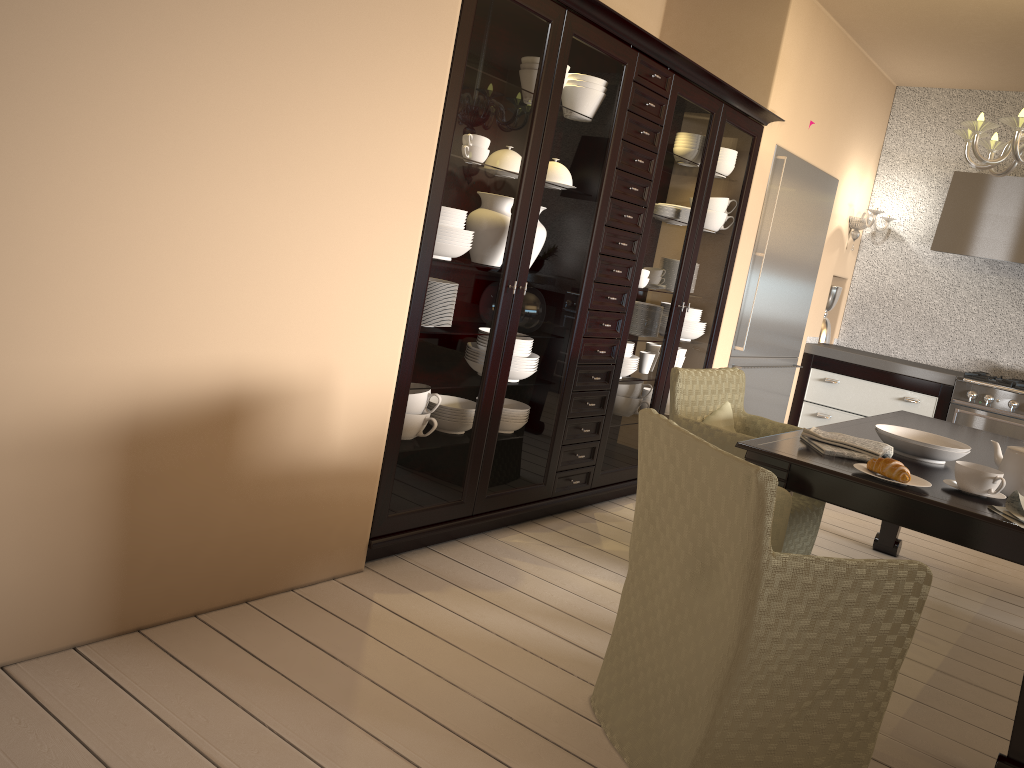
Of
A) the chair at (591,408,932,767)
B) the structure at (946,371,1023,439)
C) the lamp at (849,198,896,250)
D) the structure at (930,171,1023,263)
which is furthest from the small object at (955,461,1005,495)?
the lamp at (849,198,896,250)

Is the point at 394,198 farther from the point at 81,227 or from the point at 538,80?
the point at 81,227

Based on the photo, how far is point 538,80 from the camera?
2.88m

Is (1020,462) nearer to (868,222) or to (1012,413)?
(1012,413)

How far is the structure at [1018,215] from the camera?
5.2m

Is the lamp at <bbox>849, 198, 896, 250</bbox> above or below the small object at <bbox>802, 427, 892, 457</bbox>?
above

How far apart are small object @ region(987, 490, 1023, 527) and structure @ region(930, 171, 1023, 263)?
3.5 meters

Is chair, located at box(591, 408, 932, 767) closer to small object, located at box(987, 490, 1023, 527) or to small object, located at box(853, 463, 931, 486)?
small object, located at box(853, 463, 931, 486)

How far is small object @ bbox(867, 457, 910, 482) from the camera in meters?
2.3 m

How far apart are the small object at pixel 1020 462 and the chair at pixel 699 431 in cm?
76
